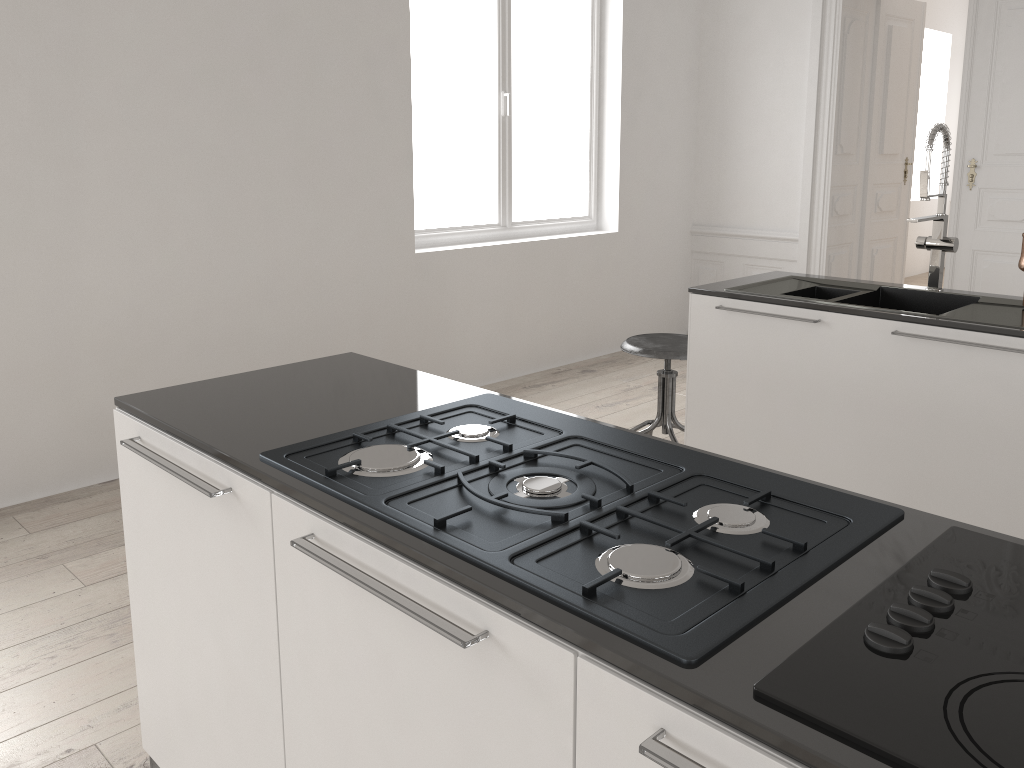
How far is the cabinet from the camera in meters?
0.9 m

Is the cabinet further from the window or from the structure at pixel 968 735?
the window

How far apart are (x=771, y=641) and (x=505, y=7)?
4.8m

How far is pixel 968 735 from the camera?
0.8m

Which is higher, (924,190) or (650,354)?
(924,190)

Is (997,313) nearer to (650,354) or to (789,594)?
(650,354)

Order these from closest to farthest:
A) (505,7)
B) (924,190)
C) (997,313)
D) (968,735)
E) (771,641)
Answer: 1. (968,735)
2. (771,641)
3. (997,313)
4. (924,190)
5. (505,7)

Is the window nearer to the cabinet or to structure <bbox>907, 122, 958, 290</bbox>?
the cabinet

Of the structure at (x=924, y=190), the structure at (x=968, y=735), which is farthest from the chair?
the structure at (x=968, y=735)

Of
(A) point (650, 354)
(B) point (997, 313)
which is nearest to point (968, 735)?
(B) point (997, 313)
